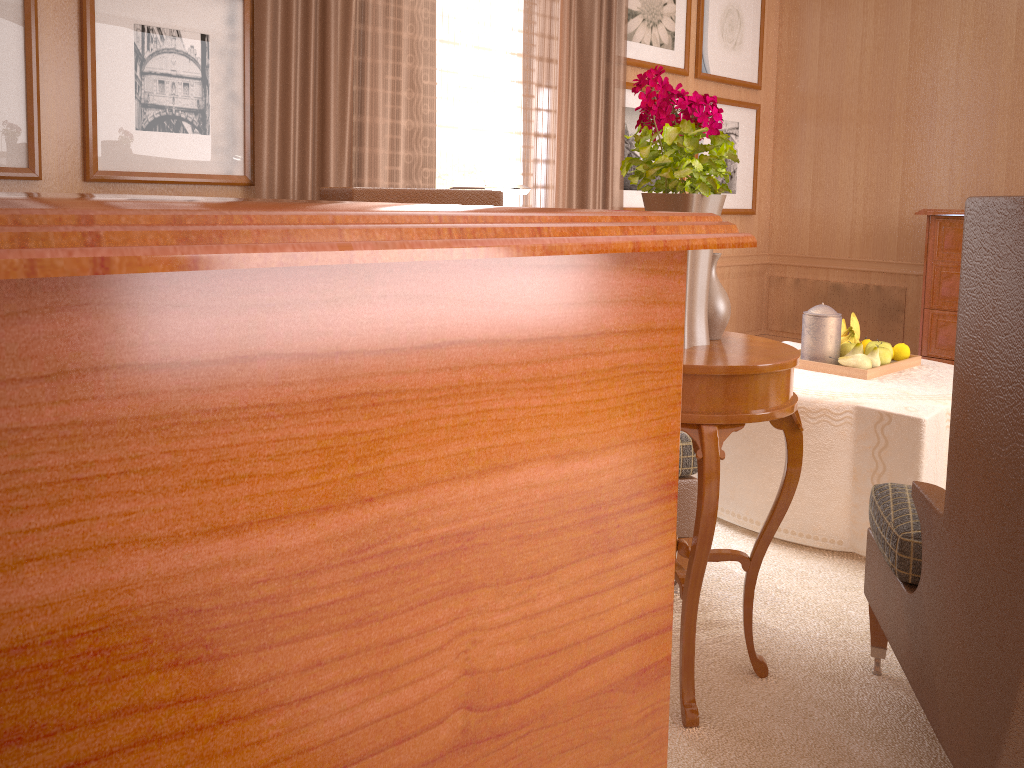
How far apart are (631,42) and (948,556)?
6.5m

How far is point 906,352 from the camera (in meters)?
5.78

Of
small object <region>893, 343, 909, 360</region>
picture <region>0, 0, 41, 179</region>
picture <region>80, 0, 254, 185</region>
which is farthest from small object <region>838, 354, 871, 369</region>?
picture <region>0, 0, 41, 179</region>

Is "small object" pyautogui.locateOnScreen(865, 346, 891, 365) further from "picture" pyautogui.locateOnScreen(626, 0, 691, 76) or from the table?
"picture" pyautogui.locateOnScreen(626, 0, 691, 76)

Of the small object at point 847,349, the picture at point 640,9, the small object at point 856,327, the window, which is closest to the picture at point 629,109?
the picture at point 640,9

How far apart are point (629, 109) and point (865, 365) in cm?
388

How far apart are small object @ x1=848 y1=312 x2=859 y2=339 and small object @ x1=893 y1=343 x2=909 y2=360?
0.3 meters

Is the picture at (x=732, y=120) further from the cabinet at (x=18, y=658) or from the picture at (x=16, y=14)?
the cabinet at (x=18, y=658)

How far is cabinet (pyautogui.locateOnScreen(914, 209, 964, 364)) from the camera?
7.55m

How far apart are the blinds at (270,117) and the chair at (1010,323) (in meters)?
3.90
